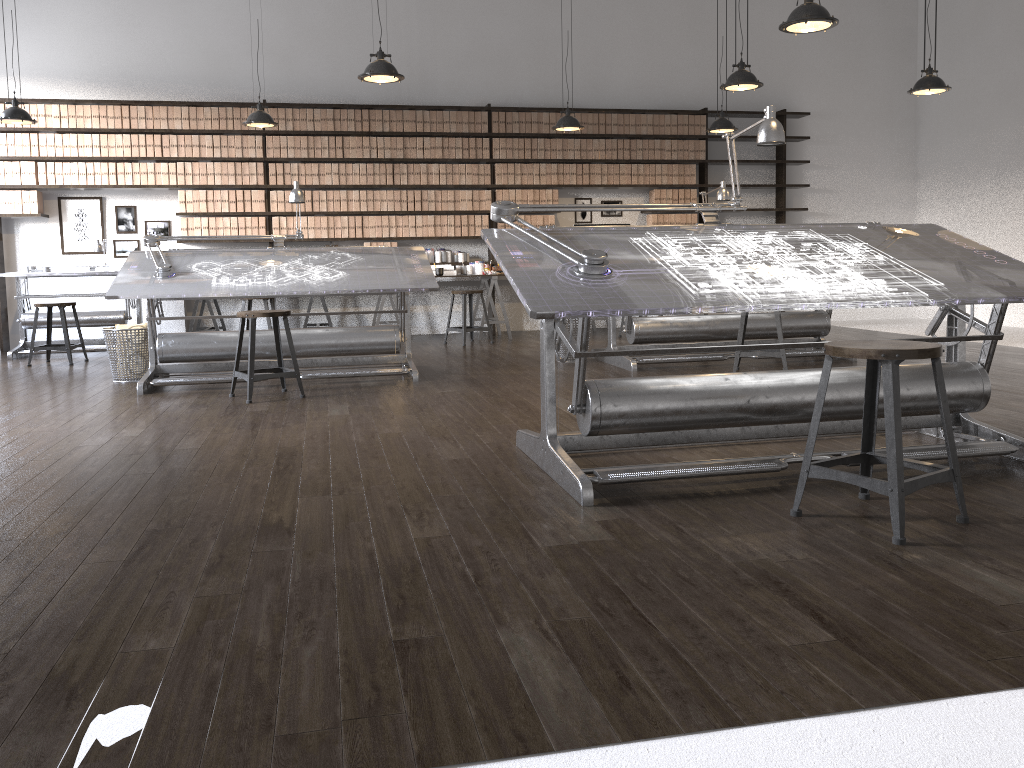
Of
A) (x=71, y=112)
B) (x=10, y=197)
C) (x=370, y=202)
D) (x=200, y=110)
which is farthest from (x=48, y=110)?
(x=370, y=202)

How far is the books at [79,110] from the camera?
8.5 meters

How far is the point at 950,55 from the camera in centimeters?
1002cm

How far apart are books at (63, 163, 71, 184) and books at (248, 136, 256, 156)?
1.73m

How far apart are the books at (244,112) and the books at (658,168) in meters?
4.4 m

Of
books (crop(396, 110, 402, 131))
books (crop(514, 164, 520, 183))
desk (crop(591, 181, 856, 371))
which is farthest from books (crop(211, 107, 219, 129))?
desk (crop(591, 181, 856, 371))

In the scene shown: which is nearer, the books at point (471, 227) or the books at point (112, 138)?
the books at point (112, 138)

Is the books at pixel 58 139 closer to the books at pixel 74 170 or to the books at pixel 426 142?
the books at pixel 74 170

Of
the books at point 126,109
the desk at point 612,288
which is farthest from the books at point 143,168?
the desk at point 612,288

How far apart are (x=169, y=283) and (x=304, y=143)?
3.8m
